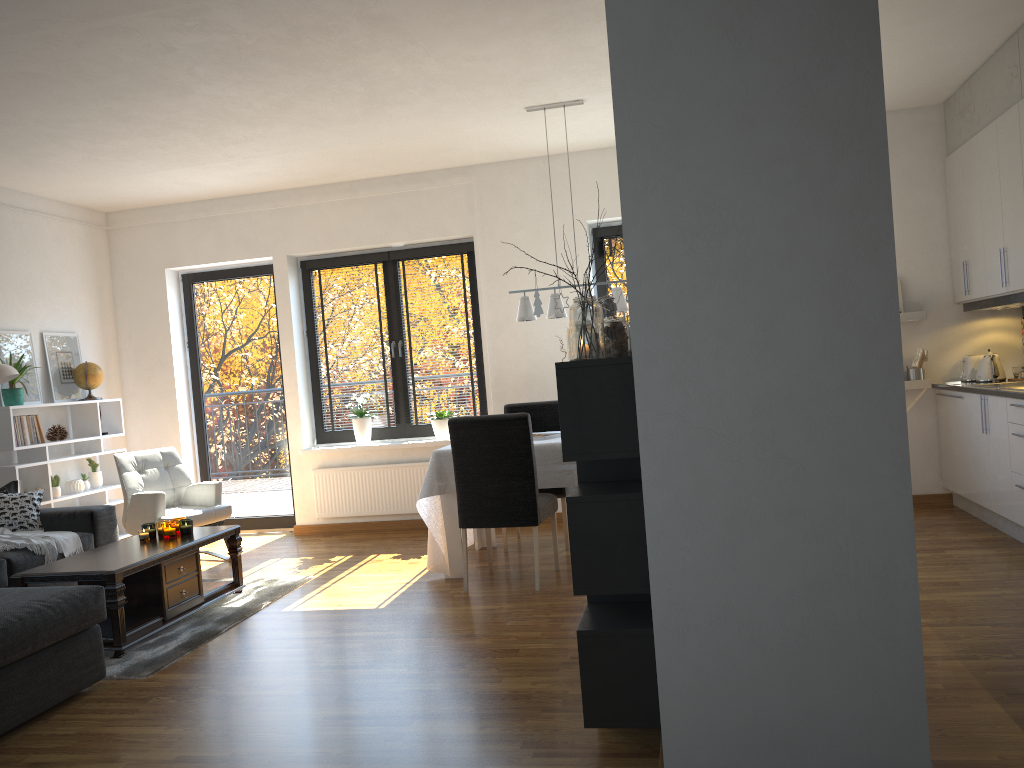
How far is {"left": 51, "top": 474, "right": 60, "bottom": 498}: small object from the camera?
6.25m

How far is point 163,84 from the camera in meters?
4.6 m

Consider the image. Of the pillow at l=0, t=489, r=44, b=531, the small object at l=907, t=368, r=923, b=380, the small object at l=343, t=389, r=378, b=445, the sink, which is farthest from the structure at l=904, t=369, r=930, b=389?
the pillow at l=0, t=489, r=44, b=531

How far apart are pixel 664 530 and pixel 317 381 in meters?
5.4

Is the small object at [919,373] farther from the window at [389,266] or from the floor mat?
the floor mat

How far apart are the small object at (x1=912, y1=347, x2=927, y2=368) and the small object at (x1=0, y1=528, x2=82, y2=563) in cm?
551

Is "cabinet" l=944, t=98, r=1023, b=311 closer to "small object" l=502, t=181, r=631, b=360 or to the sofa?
"small object" l=502, t=181, r=631, b=360

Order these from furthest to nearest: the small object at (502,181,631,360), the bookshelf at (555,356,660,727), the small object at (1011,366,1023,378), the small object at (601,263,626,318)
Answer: the small object at (1011,366,1023,378) → the small object at (601,263,626,318) → the small object at (502,181,631,360) → the bookshelf at (555,356,660,727)

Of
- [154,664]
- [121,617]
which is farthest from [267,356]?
[154,664]

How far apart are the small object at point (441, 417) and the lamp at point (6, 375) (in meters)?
2.86
